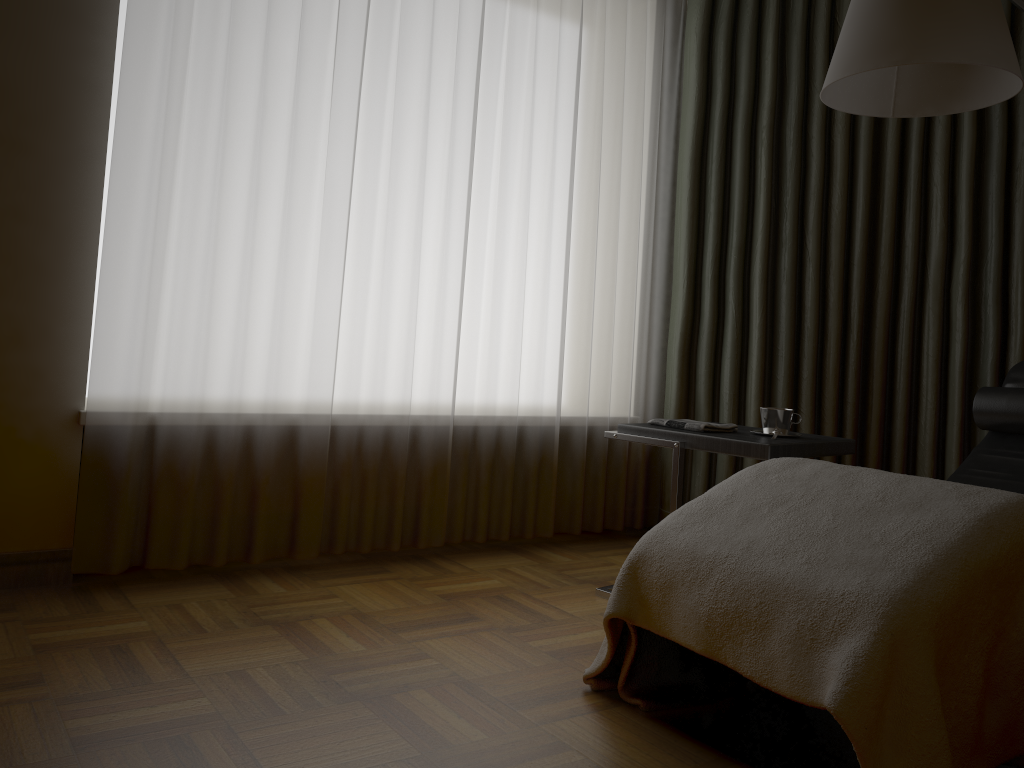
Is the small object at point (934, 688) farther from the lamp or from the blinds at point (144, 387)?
the blinds at point (144, 387)

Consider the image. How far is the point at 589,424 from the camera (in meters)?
3.47

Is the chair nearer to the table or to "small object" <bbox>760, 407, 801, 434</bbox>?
the table

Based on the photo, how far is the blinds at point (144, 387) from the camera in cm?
249

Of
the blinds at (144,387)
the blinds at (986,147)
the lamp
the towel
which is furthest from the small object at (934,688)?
the blinds at (986,147)

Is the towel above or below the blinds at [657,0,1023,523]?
below

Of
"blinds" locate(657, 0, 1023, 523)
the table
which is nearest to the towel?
the table

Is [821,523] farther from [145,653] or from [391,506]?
[391,506]

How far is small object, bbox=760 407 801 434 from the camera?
2.6m

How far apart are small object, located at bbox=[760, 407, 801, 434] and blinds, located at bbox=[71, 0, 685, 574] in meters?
0.9 m
